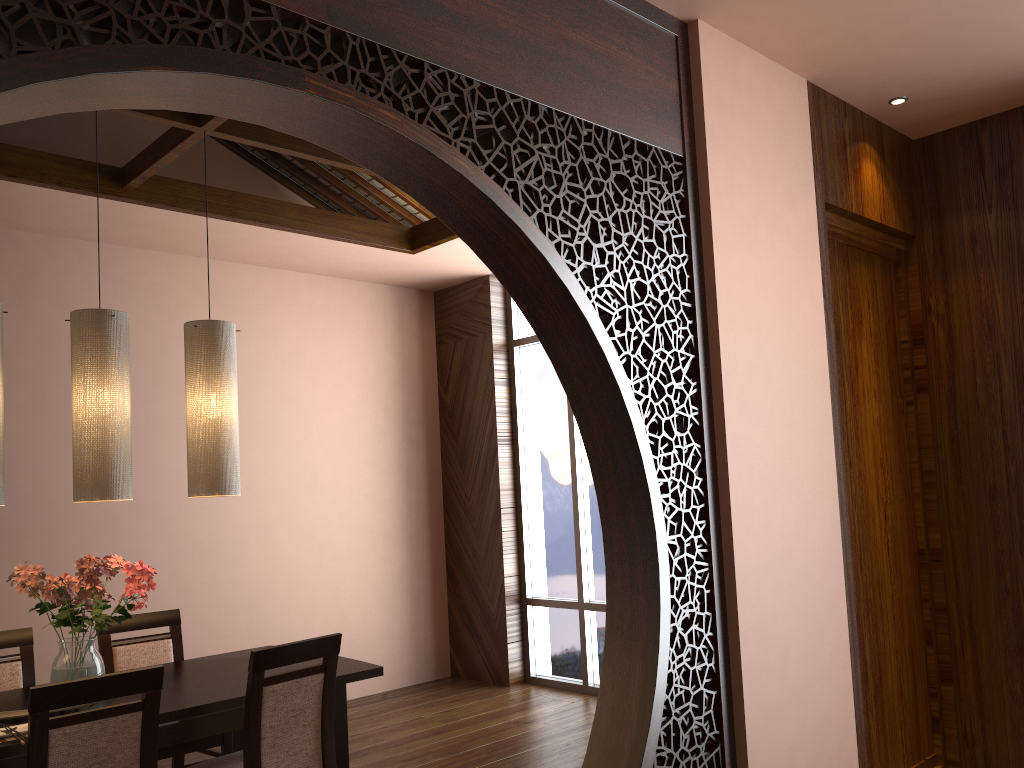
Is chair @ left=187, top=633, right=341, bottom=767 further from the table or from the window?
the window

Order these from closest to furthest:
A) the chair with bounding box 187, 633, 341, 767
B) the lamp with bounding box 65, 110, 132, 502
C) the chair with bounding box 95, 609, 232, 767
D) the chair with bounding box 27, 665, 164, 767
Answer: the chair with bounding box 27, 665, 164, 767, the chair with bounding box 187, 633, 341, 767, the lamp with bounding box 65, 110, 132, 502, the chair with bounding box 95, 609, 232, 767

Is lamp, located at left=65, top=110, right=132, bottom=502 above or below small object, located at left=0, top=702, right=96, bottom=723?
above

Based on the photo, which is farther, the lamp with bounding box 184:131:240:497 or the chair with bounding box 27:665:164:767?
the lamp with bounding box 184:131:240:497

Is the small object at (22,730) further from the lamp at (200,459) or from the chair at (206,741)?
the lamp at (200,459)

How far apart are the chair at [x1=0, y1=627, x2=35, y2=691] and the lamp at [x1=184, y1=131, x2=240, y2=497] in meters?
1.0

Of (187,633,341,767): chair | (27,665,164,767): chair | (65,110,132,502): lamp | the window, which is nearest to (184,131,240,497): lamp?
(65,110,132,502): lamp

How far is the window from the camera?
5.6 meters

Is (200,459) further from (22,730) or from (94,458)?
(22,730)

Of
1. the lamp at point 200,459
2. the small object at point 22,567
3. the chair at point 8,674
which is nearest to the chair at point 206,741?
the chair at point 8,674
